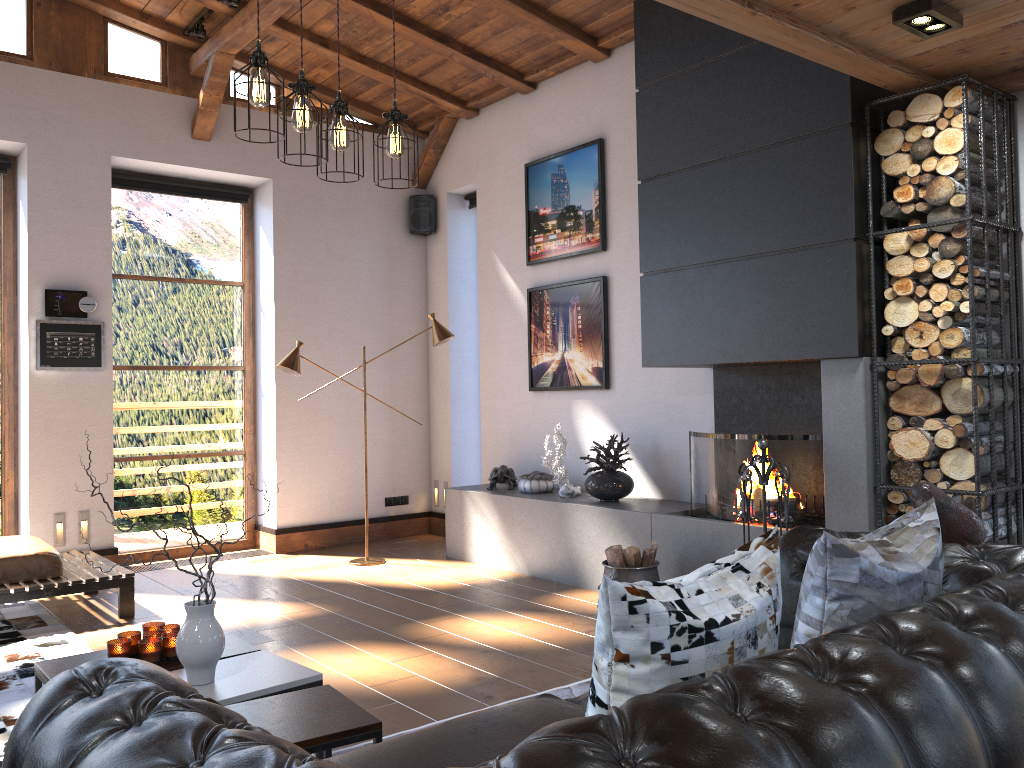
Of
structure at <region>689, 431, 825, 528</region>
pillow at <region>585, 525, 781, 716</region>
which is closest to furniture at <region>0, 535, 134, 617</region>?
structure at <region>689, 431, 825, 528</region>

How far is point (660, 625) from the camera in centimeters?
157cm

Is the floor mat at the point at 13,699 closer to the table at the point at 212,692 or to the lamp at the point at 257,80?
the table at the point at 212,692

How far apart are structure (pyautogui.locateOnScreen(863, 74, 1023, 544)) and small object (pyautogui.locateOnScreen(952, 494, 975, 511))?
0.07m

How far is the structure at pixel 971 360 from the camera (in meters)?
3.81

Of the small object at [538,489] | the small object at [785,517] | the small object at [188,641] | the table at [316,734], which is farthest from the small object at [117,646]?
the small object at [538,489]

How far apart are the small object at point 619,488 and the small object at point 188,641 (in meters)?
3.27

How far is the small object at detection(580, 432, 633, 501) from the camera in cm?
576

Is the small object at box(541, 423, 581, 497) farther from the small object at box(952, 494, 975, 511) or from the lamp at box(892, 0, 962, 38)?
the lamp at box(892, 0, 962, 38)

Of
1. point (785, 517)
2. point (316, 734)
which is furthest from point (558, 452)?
point (316, 734)
